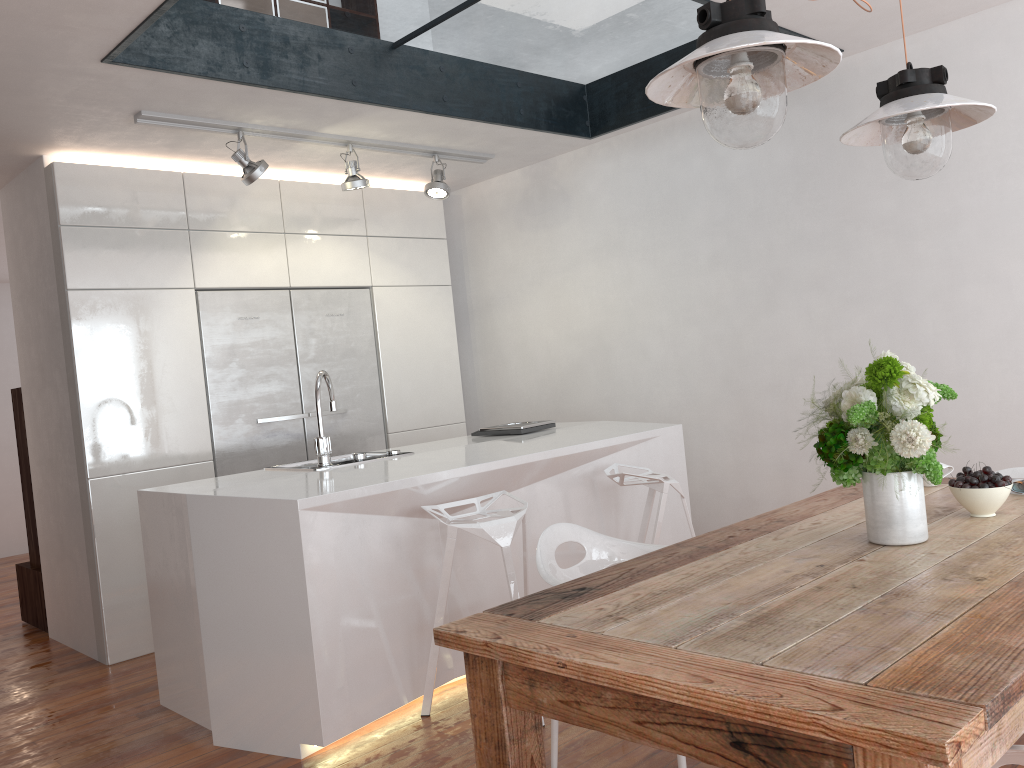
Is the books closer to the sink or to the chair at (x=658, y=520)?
the chair at (x=658, y=520)

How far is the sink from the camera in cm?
359

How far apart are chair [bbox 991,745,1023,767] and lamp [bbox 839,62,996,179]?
1.45m

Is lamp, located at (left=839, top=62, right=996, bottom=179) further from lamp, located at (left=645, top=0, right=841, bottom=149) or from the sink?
the sink

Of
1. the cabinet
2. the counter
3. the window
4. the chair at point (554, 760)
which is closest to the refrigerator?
the cabinet

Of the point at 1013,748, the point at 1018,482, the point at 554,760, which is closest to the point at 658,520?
the point at 554,760

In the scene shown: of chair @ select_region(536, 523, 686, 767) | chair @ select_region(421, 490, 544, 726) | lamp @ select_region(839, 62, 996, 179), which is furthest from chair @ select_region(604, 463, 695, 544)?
lamp @ select_region(839, 62, 996, 179)

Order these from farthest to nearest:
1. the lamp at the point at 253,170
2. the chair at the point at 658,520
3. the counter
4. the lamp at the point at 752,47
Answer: the lamp at the point at 253,170
the chair at the point at 658,520
the counter
the lamp at the point at 752,47

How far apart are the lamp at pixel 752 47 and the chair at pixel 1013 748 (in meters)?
1.12

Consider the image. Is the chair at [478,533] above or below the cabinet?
below
